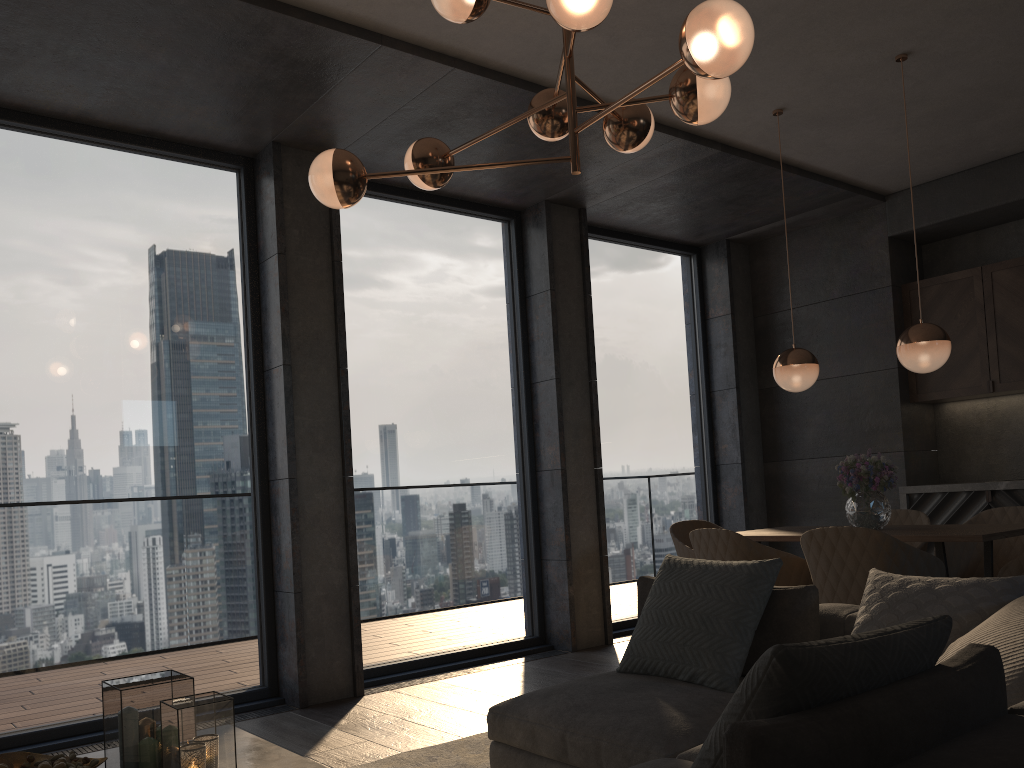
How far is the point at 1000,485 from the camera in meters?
5.7

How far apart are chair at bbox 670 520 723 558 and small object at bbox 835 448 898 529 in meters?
0.9 m

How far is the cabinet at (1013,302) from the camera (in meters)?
5.90

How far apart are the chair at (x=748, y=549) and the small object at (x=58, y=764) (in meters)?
2.71

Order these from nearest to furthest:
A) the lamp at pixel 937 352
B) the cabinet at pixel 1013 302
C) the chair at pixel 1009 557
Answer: the lamp at pixel 937 352
the chair at pixel 1009 557
the cabinet at pixel 1013 302

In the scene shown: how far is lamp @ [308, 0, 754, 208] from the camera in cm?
228

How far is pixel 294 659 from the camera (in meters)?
4.53

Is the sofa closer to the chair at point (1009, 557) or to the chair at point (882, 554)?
the chair at point (882, 554)

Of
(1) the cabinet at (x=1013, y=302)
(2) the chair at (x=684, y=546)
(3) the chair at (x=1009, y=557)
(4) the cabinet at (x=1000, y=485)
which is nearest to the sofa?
(2) the chair at (x=684, y=546)

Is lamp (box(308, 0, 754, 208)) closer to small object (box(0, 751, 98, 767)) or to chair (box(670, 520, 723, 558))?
small object (box(0, 751, 98, 767))
